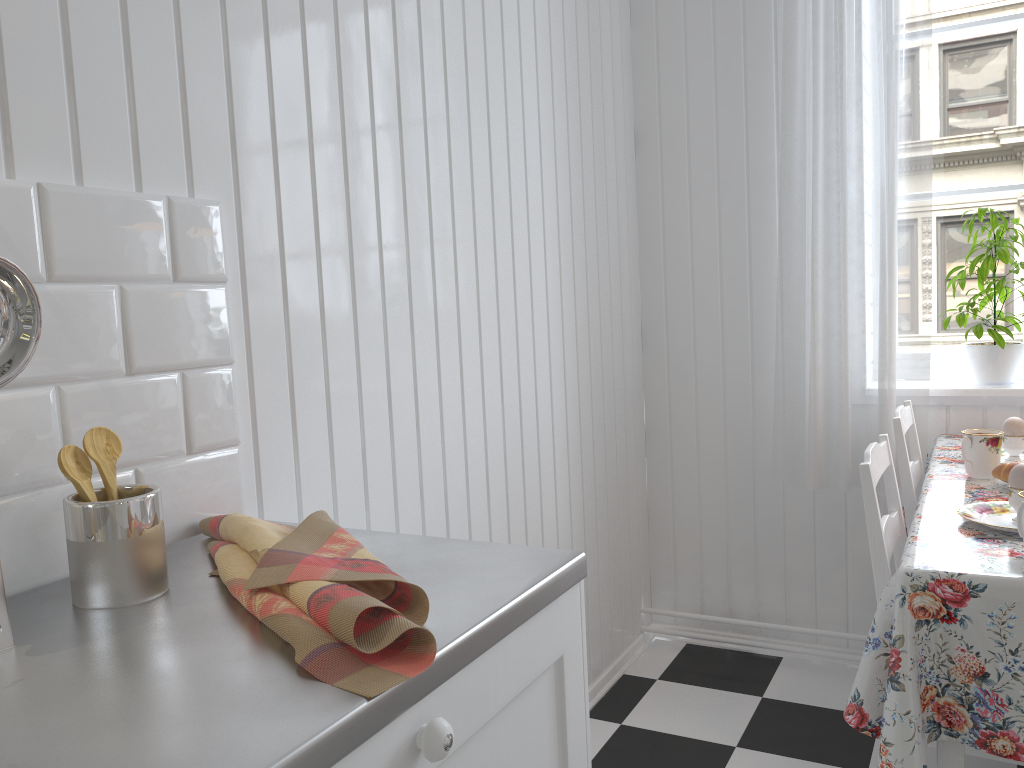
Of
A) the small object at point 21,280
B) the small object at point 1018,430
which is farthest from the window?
the small object at point 21,280

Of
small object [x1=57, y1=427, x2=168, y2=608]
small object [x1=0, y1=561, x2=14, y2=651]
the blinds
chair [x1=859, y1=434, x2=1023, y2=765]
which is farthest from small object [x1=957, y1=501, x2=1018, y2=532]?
small object [x1=0, y1=561, x2=14, y2=651]

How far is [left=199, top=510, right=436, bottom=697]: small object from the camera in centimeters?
73cm

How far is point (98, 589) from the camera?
0.9 meters

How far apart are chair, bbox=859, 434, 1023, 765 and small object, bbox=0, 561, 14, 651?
1.2 meters

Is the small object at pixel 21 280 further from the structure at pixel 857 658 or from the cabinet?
the structure at pixel 857 658

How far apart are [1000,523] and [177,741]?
1.38m

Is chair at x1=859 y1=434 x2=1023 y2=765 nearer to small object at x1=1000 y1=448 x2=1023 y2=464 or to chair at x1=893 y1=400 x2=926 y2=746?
chair at x1=893 y1=400 x2=926 y2=746

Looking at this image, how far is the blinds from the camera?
2.30m

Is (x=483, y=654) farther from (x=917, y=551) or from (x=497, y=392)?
(x=497, y=392)
